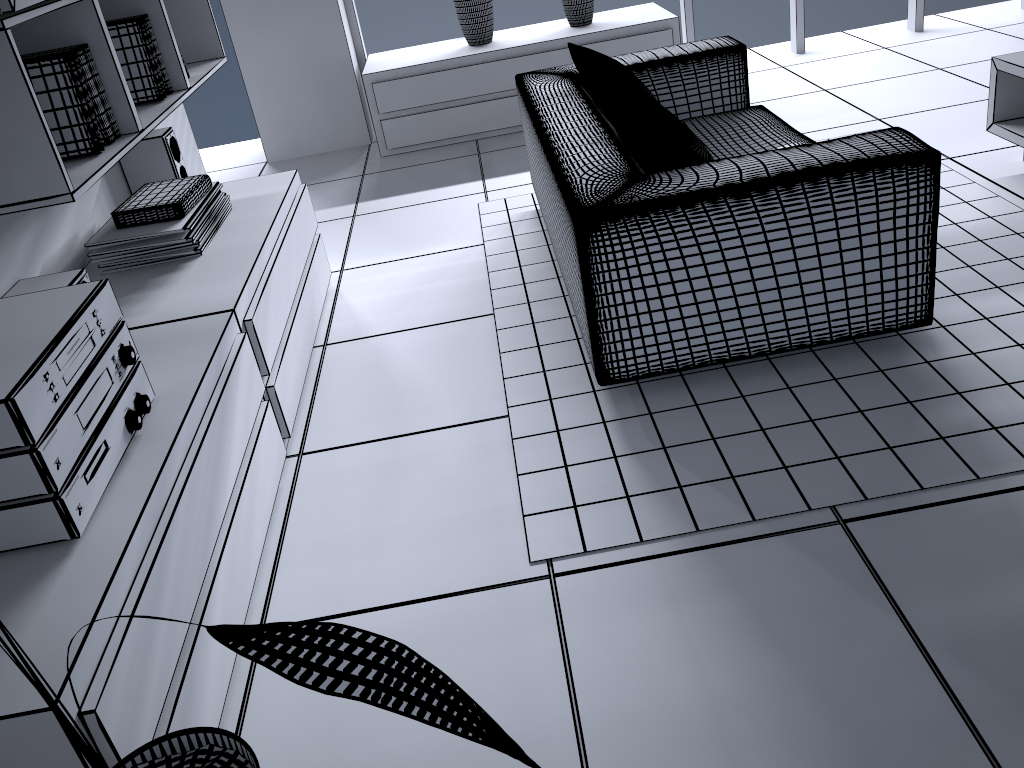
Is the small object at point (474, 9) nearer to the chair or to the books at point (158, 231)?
the chair

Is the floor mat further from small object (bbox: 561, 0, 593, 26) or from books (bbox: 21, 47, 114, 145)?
small object (bbox: 561, 0, 593, 26)

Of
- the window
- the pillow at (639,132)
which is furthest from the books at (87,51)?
the window

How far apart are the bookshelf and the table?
2.8m

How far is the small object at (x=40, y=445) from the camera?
1.4 meters

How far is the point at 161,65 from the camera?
2.82m

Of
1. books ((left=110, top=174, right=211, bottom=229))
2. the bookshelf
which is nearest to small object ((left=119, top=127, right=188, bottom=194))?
the bookshelf

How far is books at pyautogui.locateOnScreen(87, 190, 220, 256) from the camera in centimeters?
242cm

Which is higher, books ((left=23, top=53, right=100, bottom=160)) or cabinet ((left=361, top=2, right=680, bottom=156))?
books ((left=23, top=53, right=100, bottom=160))

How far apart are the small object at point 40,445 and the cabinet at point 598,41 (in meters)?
3.05
